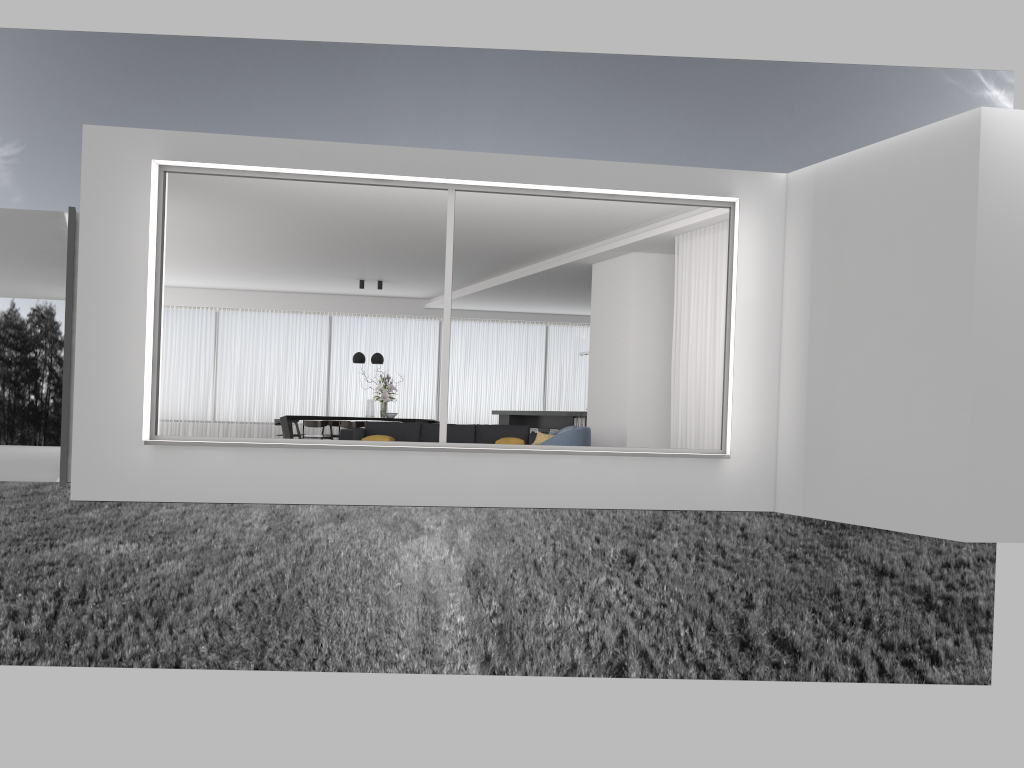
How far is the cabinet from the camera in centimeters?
1483cm

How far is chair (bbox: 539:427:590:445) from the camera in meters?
9.9

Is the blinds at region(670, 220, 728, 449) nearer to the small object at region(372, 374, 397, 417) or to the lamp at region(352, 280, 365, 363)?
the small object at region(372, 374, 397, 417)

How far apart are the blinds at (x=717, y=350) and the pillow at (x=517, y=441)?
2.73m

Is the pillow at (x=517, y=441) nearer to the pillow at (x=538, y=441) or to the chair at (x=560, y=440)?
the pillow at (x=538, y=441)

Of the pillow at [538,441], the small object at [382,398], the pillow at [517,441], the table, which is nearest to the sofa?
the pillow at [517,441]

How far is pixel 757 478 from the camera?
7.97m

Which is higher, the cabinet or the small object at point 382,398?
the small object at point 382,398

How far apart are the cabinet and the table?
3.8m

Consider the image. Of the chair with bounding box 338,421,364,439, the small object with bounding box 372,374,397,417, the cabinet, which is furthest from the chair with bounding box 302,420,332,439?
the cabinet
